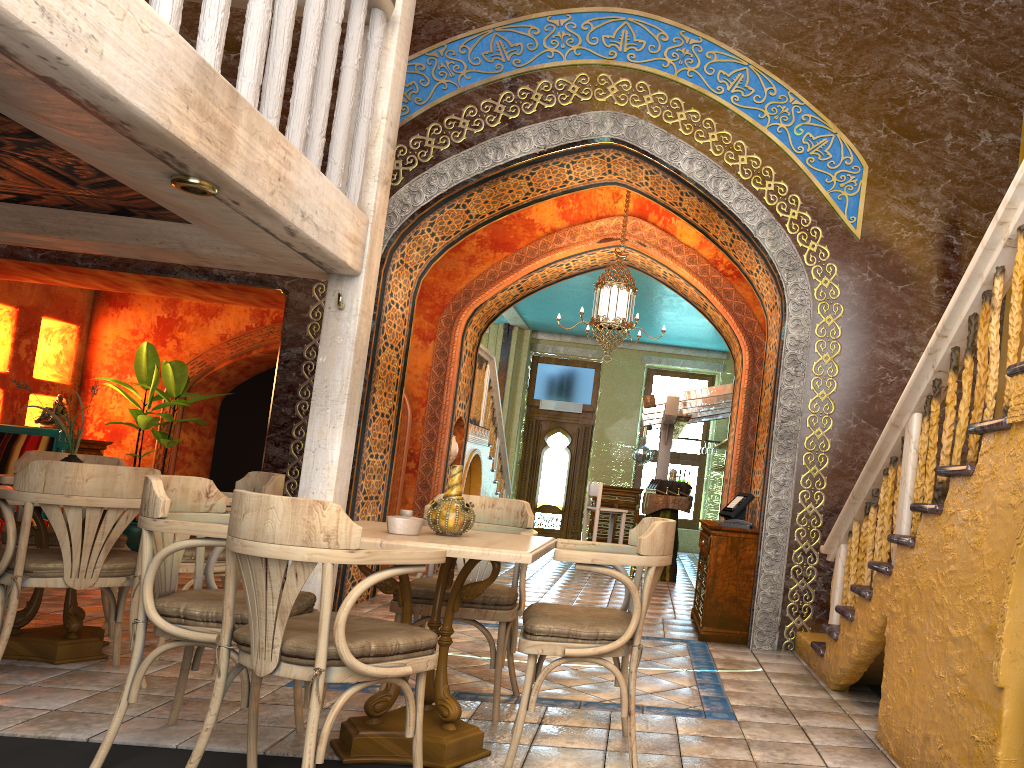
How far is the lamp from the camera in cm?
978

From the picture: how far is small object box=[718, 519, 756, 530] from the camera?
7.3 meters

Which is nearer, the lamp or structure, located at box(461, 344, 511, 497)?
the lamp

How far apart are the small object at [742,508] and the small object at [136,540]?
6.7 meters

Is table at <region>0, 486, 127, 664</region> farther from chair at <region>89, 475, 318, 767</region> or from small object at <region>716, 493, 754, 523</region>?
small object at <region>716, 493, 754, 523</region>

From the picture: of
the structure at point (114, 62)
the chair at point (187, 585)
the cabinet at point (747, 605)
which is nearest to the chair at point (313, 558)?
the structure at point (114, 62)

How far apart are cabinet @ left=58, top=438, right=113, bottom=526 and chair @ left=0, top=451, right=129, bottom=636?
4.29m

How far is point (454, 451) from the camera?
11.5 meters

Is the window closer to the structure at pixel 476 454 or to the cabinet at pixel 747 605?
the structure at pixel 476 454

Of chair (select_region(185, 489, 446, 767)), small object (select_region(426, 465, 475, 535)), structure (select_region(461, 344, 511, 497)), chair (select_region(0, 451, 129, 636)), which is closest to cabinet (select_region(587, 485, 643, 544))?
structure (select_region(461, 344, 511, 497))
